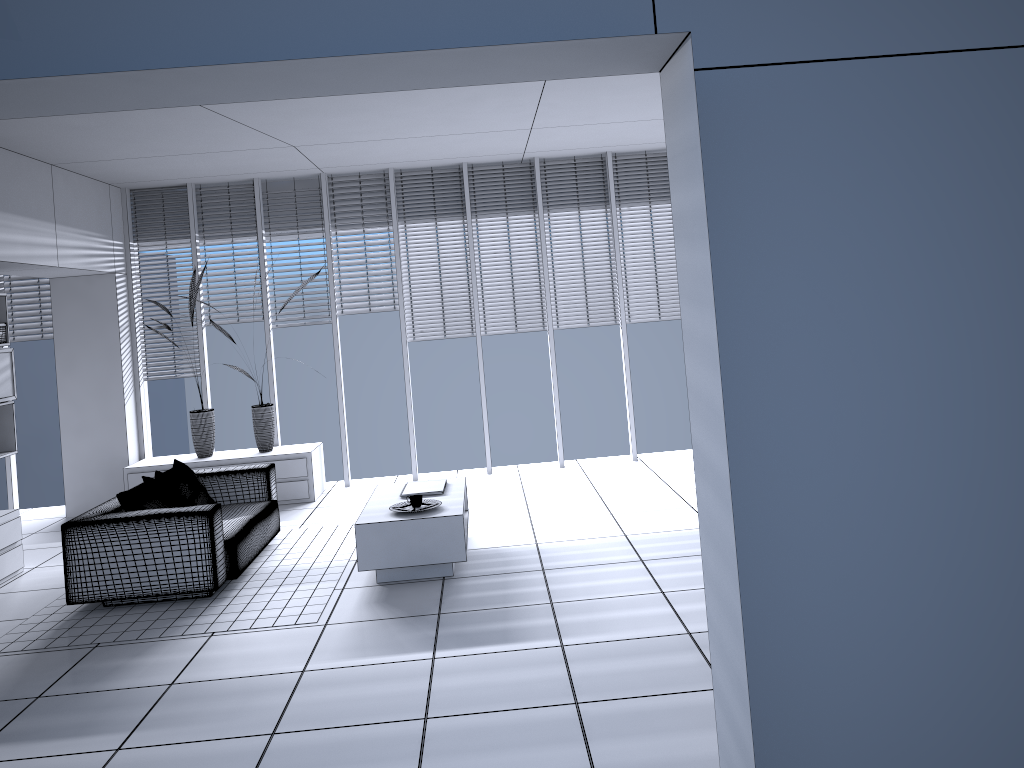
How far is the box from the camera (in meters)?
6.80

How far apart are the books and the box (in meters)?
3.40

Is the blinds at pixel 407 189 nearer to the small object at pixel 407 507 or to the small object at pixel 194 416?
the small object at pixel 194 416

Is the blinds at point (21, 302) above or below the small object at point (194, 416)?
above

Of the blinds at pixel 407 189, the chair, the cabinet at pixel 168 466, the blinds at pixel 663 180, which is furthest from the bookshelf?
the blinds at pixel 663 180

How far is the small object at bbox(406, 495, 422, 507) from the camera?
5.57m

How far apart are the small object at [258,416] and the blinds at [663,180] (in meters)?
3.60

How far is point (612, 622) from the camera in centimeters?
452cm

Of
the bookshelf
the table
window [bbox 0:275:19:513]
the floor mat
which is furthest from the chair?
window [bbox 0:275:19:513]

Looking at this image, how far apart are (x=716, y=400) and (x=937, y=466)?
0.81m
